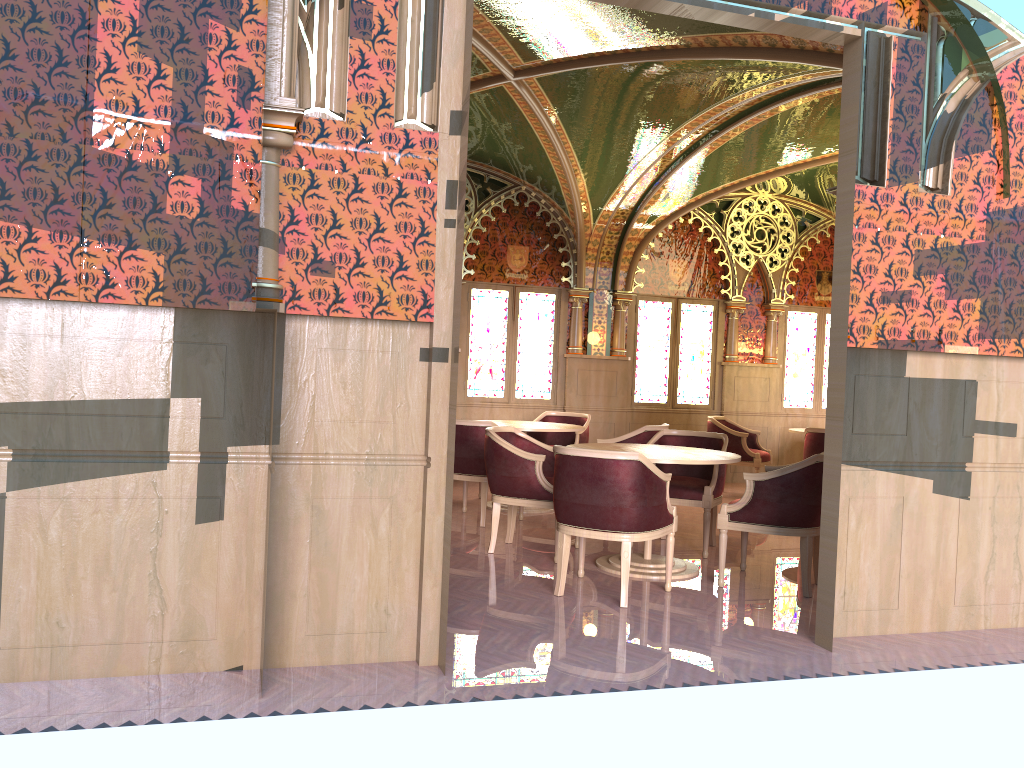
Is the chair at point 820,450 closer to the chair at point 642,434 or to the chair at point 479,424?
the chair at point 642,434

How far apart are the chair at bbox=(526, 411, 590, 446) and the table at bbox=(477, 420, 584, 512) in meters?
0.6

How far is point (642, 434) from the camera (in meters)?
7.47

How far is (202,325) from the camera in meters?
3.5 m

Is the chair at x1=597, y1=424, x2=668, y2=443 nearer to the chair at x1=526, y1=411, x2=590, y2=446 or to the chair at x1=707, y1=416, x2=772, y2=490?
the chair at x1=526, y1=411, x2=590, y2=446

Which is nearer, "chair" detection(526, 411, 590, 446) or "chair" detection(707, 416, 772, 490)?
"chair" detection(526, 411, 590, 446)

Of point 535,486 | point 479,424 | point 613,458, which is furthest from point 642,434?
point 613,458

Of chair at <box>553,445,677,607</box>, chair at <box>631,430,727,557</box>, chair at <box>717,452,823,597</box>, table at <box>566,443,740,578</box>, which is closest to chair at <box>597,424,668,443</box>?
chair at <box>631,430,727,557</box>

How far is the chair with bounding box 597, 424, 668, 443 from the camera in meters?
7.5

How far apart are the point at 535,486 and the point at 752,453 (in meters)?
4.24
